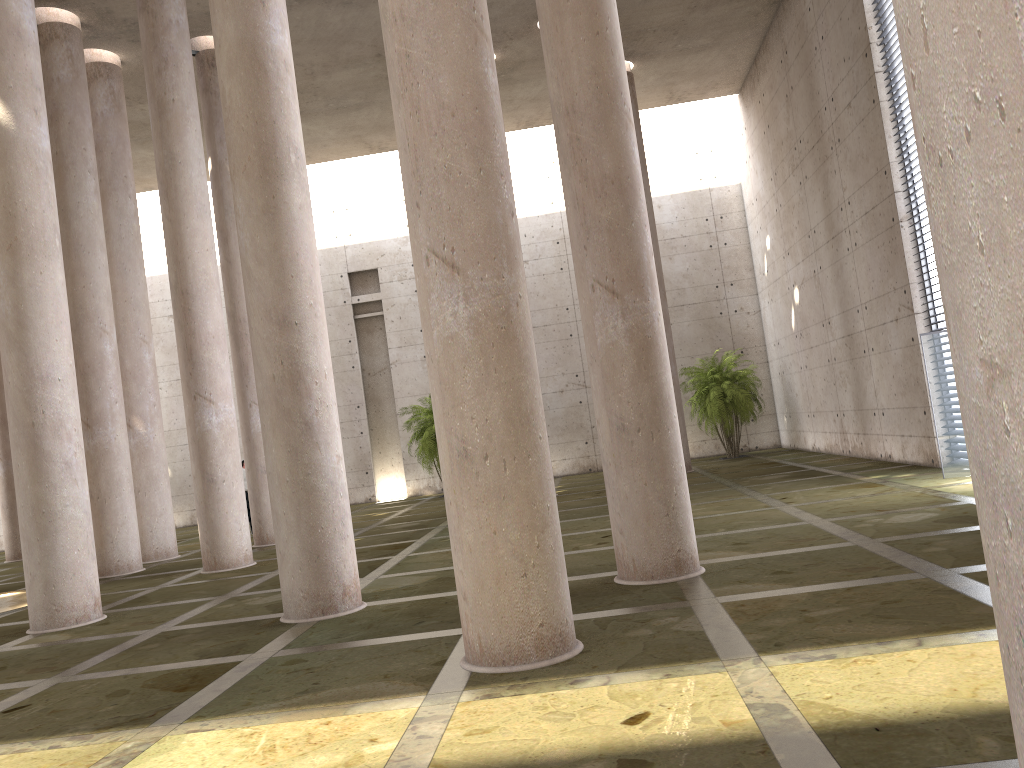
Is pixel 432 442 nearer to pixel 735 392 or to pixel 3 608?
pixel 735 392

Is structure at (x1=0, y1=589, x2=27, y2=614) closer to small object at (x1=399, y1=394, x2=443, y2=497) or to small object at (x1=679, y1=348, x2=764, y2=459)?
small object at (x1=399, y1=394, x2=443, y2=497)

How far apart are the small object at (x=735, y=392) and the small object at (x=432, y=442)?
7.60m

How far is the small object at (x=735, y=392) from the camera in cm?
2454

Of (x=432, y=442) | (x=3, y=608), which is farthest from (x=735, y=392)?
(x=3, y=608)

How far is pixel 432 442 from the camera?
25.2 meters

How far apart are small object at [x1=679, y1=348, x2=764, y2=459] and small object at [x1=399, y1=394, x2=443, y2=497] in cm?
760

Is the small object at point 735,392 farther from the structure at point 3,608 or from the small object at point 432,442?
the structure at point 3,608

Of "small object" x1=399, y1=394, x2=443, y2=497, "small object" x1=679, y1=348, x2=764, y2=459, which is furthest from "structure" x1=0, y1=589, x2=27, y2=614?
"small object" x1=679, y1=348, x2=764, y2=459

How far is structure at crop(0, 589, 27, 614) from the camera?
13.42m
